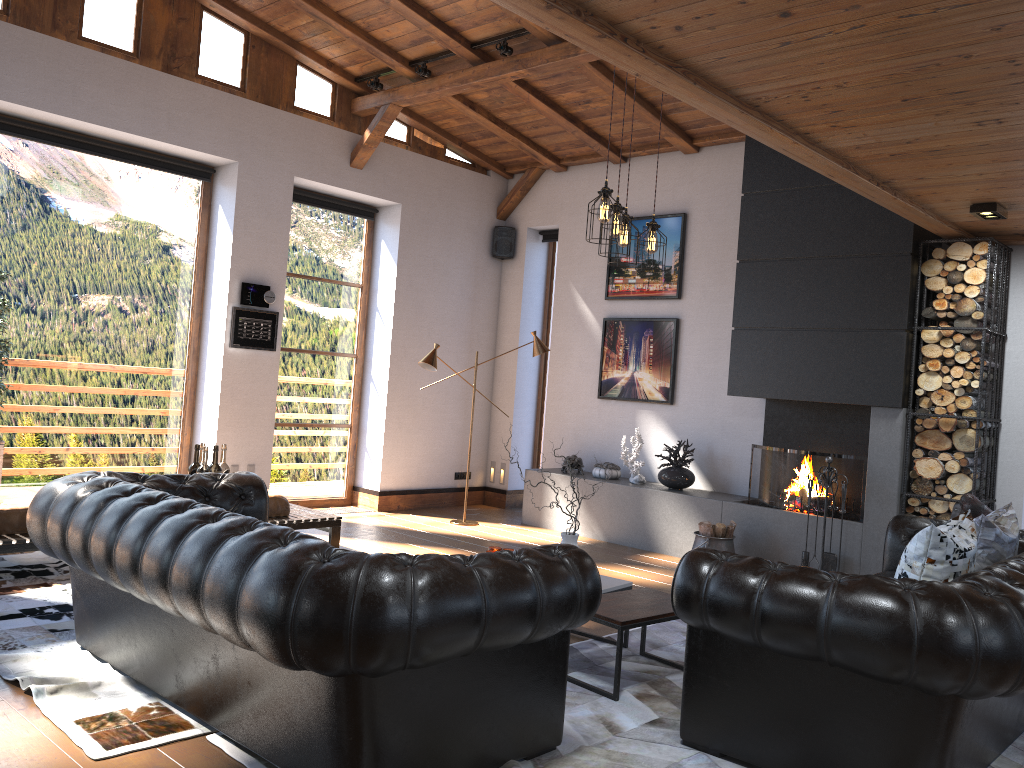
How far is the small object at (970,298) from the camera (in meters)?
6.12

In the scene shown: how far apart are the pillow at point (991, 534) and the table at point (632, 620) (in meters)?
1.41

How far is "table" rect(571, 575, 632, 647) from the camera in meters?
4.6

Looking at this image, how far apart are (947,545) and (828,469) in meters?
3.0 m

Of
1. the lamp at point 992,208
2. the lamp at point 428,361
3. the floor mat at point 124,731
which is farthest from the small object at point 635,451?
the floor mat at point 124,731

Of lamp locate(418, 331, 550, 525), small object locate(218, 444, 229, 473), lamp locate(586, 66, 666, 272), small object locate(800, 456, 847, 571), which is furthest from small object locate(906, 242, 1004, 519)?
small object locate(218, 444, 229, 473)

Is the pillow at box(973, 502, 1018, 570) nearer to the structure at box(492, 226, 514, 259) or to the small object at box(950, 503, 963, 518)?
the small object at box(950, 503, 963, 518)

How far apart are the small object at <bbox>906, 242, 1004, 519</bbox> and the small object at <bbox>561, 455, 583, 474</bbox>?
3.1m

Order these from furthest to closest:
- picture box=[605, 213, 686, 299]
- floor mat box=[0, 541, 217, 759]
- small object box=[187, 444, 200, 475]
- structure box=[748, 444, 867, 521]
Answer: picture box=[605, 213, 686, 299], structure box=[748, 444, 867, 521], small object box=[187, 444, 200, 475], floor mat box=[0, 541, 217, 759]

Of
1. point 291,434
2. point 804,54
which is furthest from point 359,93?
point 804,54
